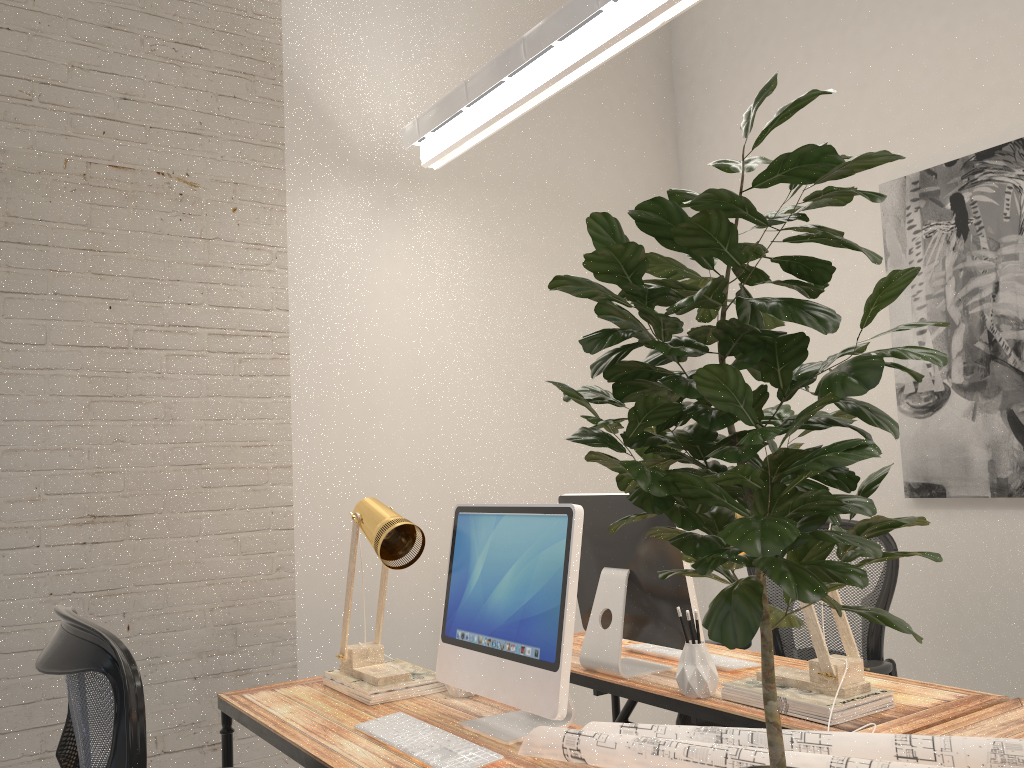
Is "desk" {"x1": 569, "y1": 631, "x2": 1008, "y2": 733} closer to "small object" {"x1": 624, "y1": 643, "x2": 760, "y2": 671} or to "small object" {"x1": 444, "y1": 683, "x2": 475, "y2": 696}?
"small object" {"x1": 624, "y1": 643, "x2": 760, "y2": 671}

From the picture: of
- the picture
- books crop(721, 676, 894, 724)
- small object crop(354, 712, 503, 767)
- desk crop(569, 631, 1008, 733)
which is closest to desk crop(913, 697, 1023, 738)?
desk crop(569, 631, 1008, 733)

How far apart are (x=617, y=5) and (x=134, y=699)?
1.9m

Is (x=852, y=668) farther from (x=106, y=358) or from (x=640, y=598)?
(x=106, y=358)

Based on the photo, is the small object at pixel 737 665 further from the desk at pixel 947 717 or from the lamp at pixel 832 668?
the lamp at pixel 832 668

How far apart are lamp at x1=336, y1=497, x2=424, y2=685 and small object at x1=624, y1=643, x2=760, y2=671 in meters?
0.7

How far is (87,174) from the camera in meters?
2.8 m

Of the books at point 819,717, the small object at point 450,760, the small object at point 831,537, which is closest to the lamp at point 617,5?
the small object at point 831,537

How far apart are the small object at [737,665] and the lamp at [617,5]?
1.65m

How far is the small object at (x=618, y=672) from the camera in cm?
231
